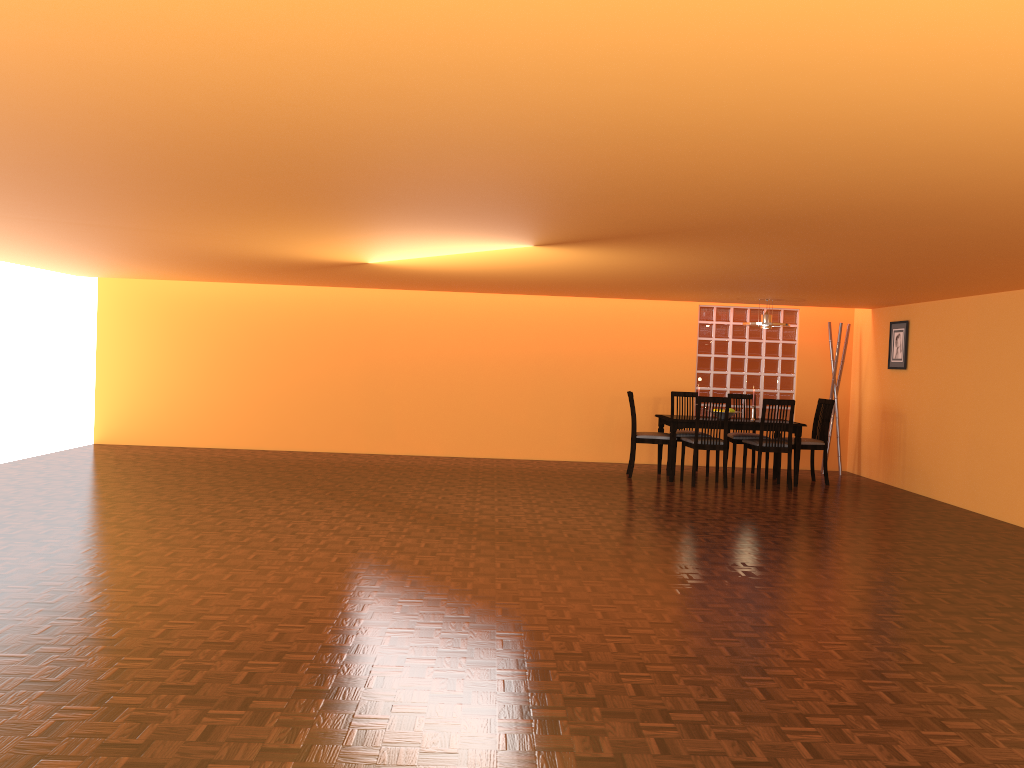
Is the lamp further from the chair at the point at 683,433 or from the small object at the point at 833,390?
the small object at the point at 833,390

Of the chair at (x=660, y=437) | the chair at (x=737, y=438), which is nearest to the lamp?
the chair at (x=737, y=438)

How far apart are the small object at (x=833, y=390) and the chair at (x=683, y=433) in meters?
1.7 m

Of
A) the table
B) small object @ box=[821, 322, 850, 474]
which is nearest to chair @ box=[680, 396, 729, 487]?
the table

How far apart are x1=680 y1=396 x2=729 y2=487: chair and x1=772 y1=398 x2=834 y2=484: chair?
0.92m

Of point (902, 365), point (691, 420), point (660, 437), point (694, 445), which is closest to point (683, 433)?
point (660, 437)

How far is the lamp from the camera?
8.13m

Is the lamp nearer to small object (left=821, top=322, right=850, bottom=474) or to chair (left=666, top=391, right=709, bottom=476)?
chair (left=666, top=391, right=709, bottom=476)

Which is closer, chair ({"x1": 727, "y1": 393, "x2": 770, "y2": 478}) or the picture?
the picture

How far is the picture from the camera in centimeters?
827cm
